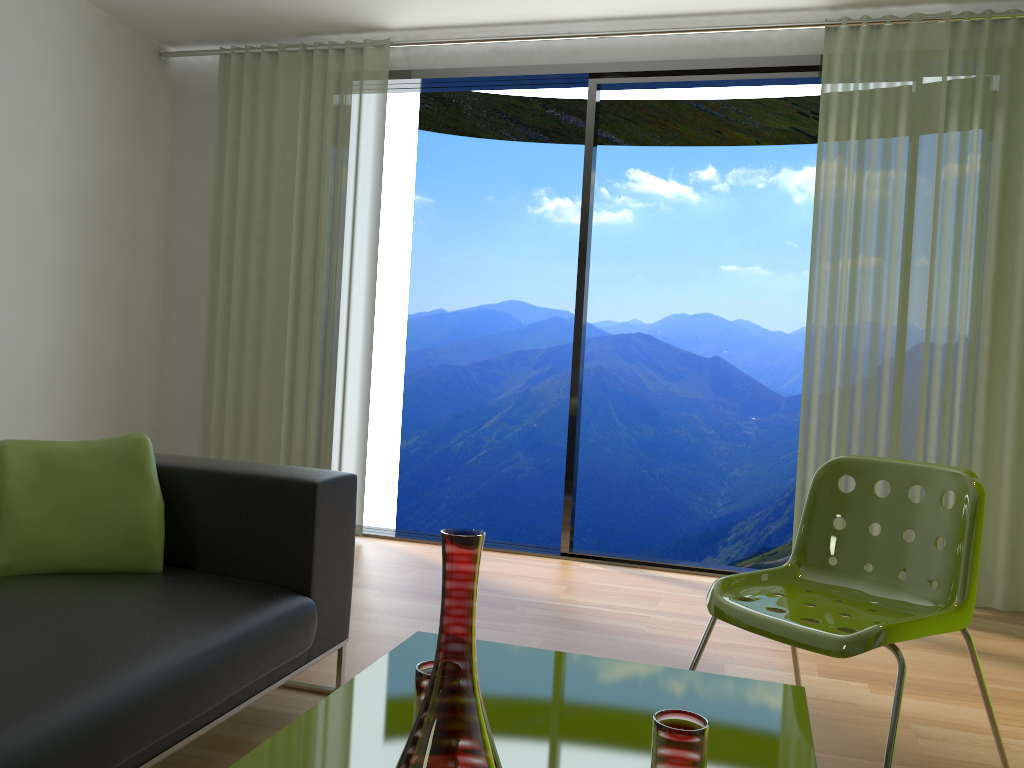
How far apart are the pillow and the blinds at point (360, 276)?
2.3m

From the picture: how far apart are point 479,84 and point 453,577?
4.14m

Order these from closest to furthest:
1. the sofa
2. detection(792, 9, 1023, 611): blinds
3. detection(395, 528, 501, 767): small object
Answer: detection(395, 528, 501, 767): small object → the sofa → detection(792, 9, 1023, 611): blinds

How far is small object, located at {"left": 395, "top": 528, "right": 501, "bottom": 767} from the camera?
0.9 meters

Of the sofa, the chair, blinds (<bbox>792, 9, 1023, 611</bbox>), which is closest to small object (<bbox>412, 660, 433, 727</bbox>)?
the sofa

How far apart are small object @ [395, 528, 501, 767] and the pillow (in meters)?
1.44

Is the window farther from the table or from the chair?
the table

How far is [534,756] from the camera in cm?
134

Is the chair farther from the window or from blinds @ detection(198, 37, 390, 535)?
blinds @ detection(198, 37, 390, 535)

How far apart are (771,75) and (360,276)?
2.25m
